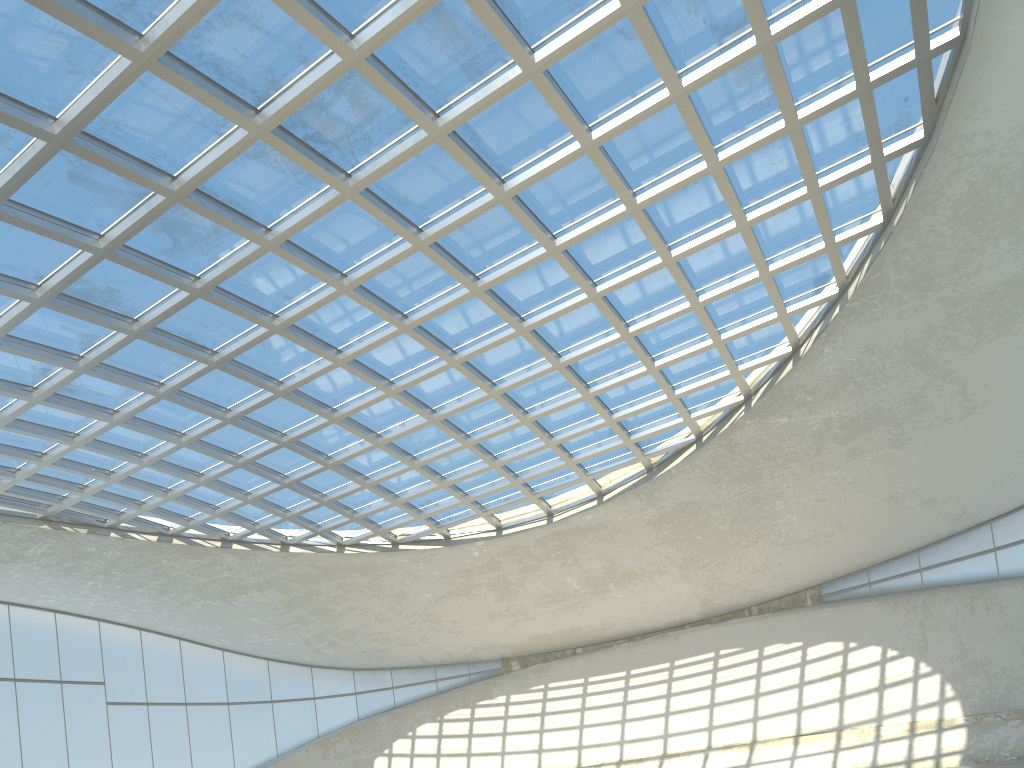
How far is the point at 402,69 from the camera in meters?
41.7 m

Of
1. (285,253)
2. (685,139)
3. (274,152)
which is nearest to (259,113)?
(274,152)
